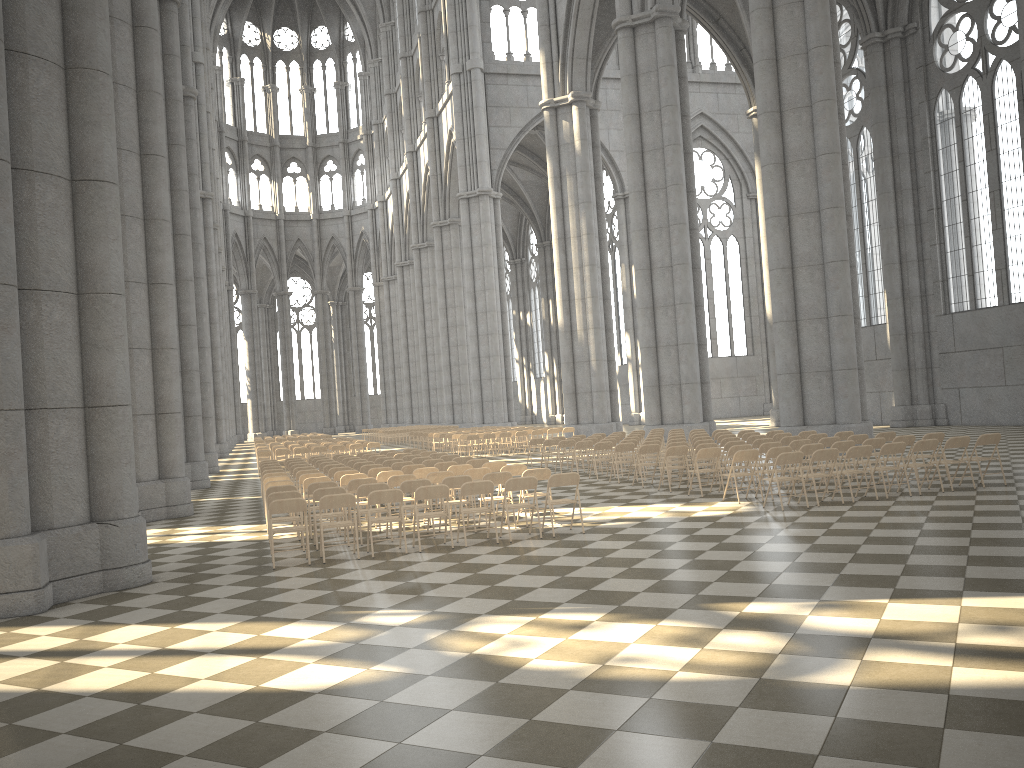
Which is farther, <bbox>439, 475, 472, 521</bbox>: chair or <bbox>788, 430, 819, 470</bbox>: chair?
<bbox>788, 430, 819, 470</bbox>: chair

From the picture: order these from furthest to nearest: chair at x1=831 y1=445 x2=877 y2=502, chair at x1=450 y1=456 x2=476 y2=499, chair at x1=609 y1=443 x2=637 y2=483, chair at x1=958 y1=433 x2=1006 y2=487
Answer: chair at x1=609 y1=443 x2=637 y2=483 → chair at x1=450 y1=456 x2=476 y2=499 → chair at x1=958 y1=433 x2=1006 y2=487 → chair at x1=831 y1=445 x2=877 y2=502

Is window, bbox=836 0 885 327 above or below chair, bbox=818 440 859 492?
above

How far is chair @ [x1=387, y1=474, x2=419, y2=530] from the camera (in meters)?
13.23

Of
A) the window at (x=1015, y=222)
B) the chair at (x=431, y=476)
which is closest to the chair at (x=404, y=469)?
the chair at (x=431, y=476)

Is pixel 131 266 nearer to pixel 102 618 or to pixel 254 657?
pixel 102 618

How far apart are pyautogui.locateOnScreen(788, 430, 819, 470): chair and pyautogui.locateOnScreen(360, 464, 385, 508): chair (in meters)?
8.69

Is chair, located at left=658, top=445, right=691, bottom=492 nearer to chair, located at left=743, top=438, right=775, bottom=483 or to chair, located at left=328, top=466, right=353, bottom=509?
chair, located at left=743, top=438, right=775, bottom=483

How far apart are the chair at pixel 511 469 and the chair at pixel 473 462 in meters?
2.3 m

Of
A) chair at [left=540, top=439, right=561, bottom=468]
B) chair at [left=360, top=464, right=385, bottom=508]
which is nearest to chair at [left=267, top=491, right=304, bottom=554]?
chair at [left=360, top=464, right=385, bottom=508]
